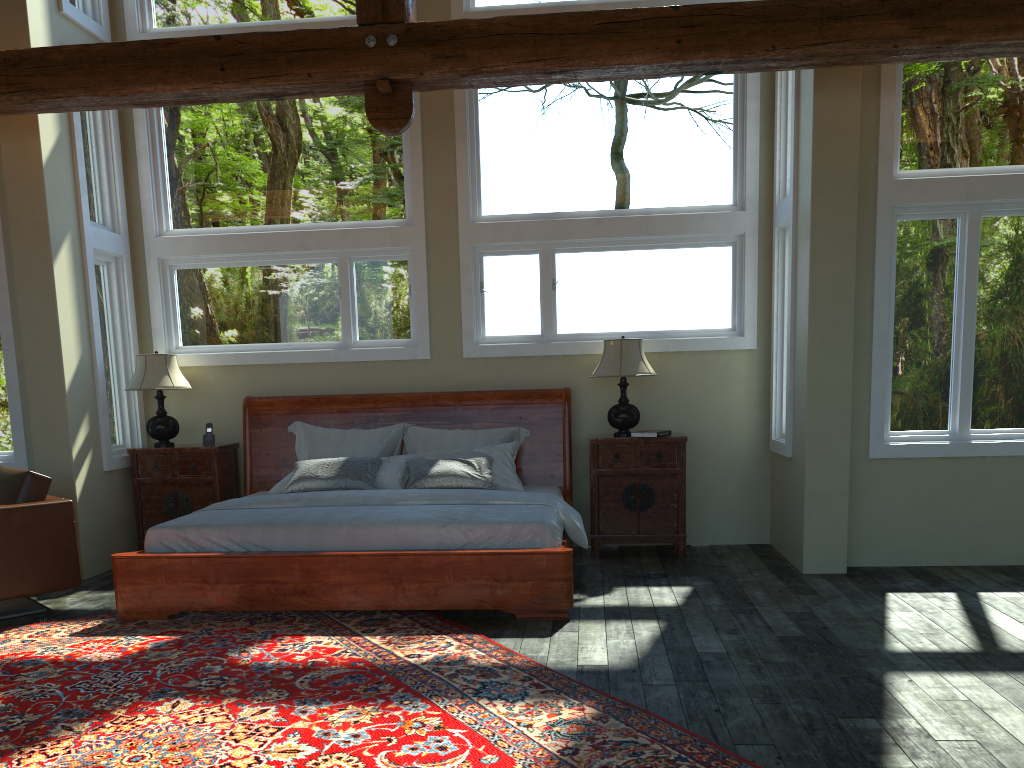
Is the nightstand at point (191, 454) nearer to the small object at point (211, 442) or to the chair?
the small object at point (211, 442)

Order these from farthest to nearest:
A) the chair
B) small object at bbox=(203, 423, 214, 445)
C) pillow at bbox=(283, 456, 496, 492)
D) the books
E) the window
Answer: small object at bbox=(203, 423, 214, 445) → the books → pillow at bbox=(283, 456, 496, 492) → the window → the chair

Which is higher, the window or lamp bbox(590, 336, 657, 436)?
the window

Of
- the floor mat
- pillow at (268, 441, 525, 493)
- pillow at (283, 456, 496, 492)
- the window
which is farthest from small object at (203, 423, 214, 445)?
the floor mat

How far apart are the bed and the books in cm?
66

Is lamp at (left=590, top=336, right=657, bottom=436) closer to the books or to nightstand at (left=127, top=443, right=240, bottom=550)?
the books

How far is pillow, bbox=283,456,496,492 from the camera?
6.23m

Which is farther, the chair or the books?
the books

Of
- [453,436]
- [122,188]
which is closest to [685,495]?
[453,436]

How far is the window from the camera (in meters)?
5.89
